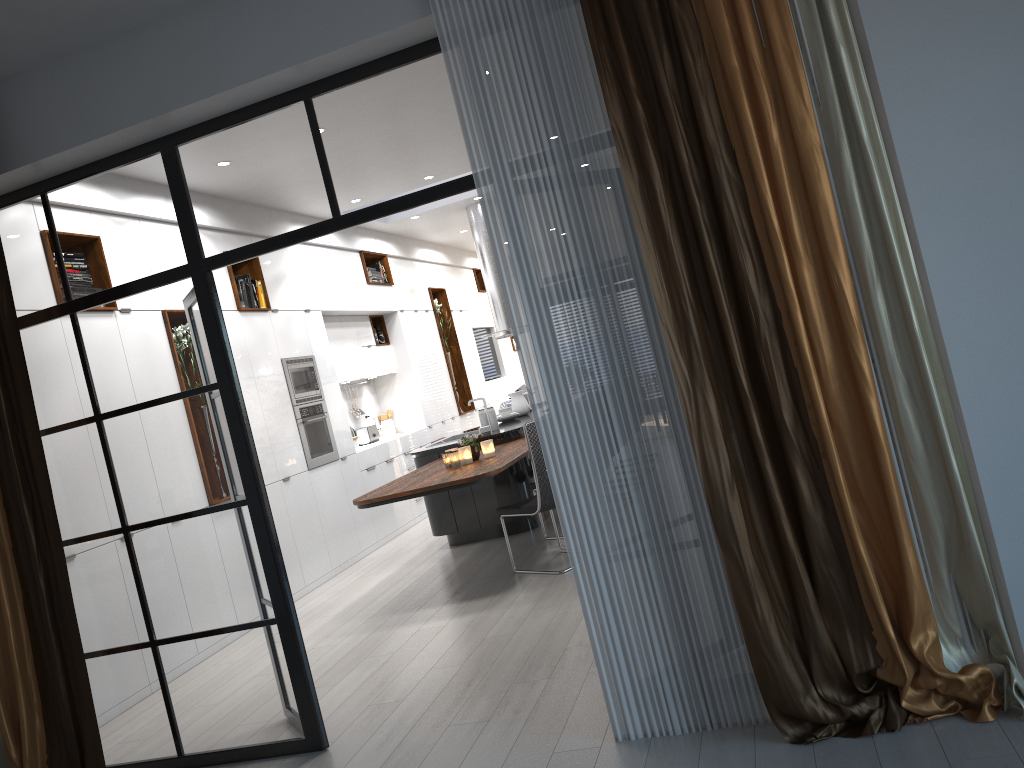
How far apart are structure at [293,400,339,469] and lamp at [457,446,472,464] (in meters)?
1.61

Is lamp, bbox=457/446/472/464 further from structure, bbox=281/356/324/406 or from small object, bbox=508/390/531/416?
small object, bbox=508/390/531/416

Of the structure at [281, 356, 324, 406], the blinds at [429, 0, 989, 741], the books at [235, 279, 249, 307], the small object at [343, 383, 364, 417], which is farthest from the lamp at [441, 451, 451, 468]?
the small object at [343, 383, 364, 417]

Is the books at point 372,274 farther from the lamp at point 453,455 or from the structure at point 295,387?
the lamp at point 453,455

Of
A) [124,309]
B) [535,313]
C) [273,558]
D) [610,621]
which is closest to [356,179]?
[535,313]

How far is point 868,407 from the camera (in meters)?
2.78

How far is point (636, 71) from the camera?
2.93m

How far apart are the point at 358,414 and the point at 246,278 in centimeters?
286cm

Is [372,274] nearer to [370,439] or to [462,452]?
[370,439]

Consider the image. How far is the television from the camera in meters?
13.7 m
